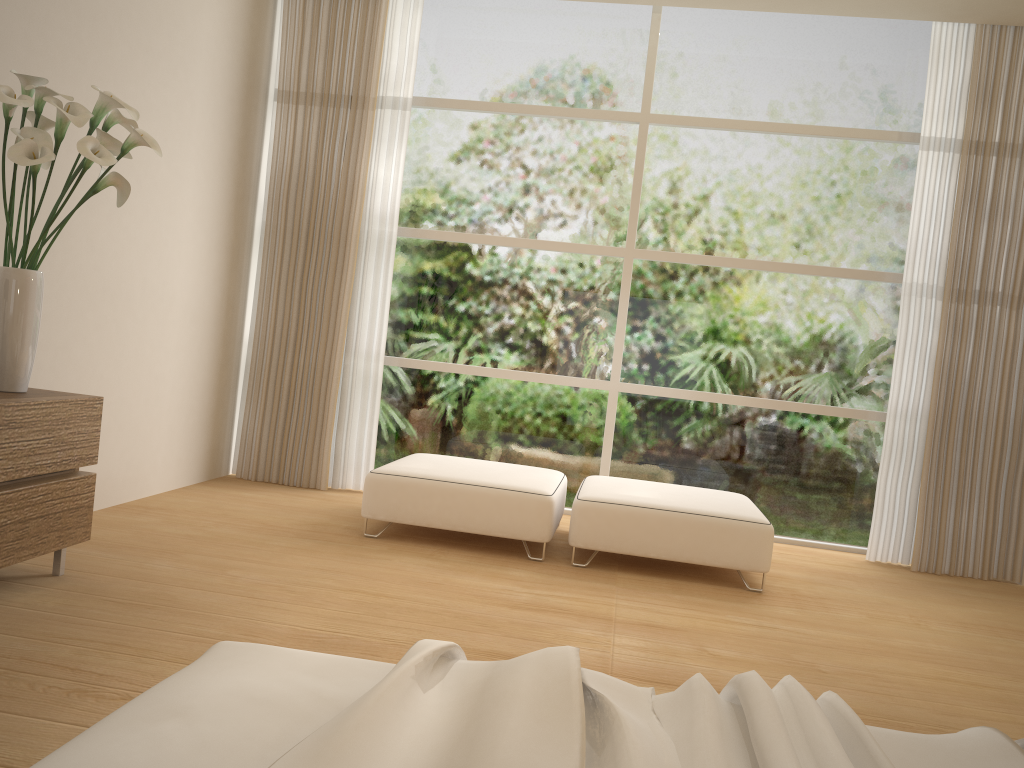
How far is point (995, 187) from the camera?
5.0 meters

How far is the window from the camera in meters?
5.4 m

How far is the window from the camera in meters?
5.4 m

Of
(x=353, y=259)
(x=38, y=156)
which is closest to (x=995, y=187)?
(x=353, y=259)

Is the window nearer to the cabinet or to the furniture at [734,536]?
the furniture at [734,536]

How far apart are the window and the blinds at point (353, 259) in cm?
13

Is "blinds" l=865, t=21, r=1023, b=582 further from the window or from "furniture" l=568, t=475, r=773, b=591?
"furniture" l=568, t=475, r=773, b=591

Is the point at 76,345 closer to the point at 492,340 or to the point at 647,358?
the point at 492,340

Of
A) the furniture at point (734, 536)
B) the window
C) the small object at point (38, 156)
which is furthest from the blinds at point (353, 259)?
the small object at point (38, 156)

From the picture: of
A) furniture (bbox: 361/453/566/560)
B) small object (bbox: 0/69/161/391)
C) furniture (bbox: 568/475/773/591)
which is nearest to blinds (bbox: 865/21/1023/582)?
furniture (bbox: 568/475/773/591)
